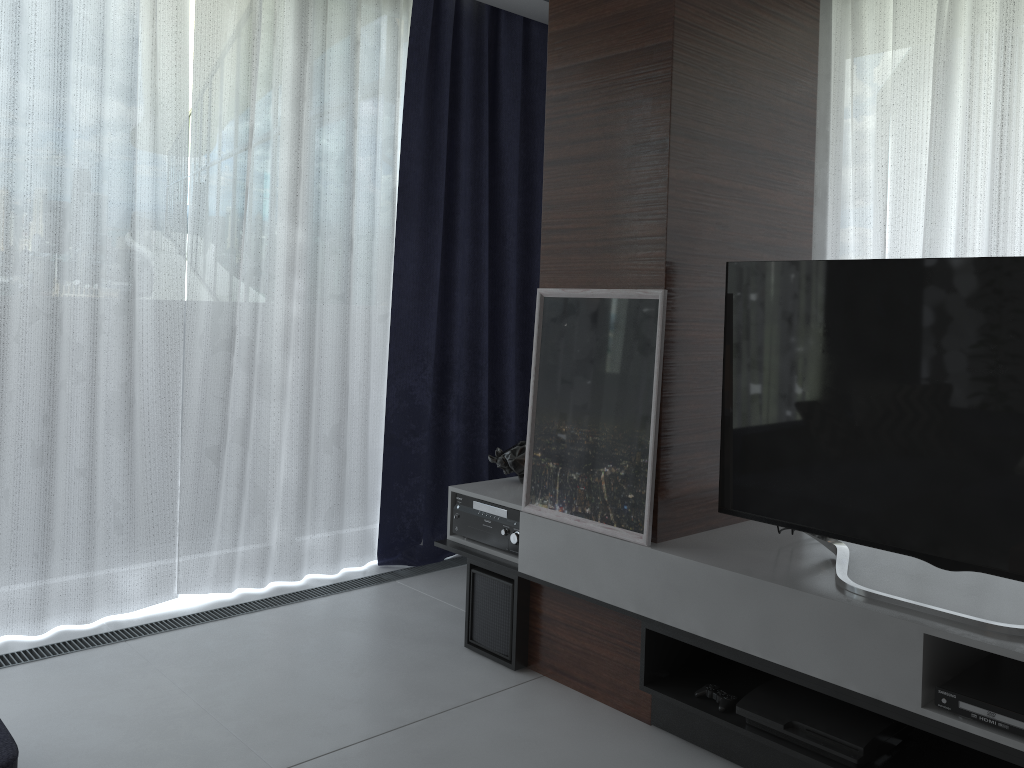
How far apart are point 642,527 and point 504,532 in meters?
0.6

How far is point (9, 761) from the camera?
1.7 meters

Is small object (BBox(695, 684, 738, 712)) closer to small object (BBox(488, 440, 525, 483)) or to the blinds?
small object (BBox(488, 440, 525, 483))

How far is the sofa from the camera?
1.7 meters

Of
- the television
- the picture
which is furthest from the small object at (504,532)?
the television

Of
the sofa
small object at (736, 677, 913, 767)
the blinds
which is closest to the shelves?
small object at (736, 677, 913, 767)

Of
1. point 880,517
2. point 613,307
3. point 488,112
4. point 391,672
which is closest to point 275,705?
point 391,672

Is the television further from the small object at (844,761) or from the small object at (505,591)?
the small object at (505,591)

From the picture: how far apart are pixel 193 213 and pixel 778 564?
2.34m

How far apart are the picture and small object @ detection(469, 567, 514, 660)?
0.3m
